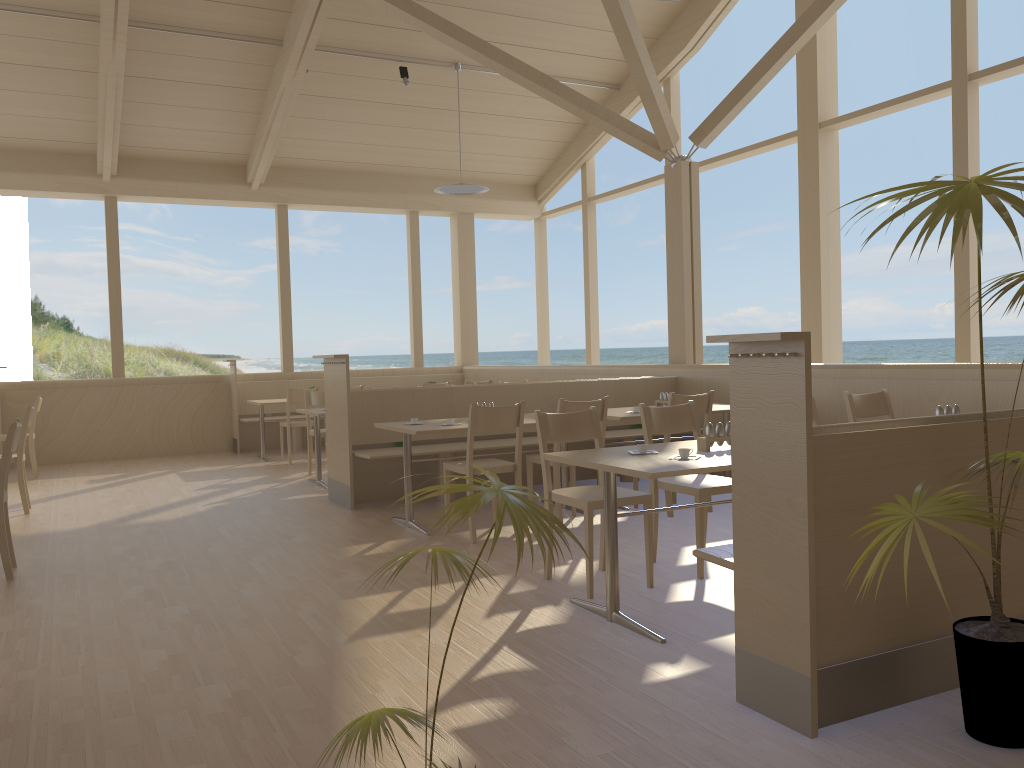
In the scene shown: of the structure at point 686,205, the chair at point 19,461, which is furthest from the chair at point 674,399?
the chair at point 19,461

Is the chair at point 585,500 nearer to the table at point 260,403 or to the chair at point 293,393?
the chair at point 293,393

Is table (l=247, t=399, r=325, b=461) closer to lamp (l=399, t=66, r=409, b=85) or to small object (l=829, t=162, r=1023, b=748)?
lamp (l=399, t=66, r=409, b=85)

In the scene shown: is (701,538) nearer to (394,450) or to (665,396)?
(665,396)

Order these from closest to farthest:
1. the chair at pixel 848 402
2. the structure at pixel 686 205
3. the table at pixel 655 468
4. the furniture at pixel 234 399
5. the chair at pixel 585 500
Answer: the table at pixel 655 468 < the chair at pixel 585 500 < the chair at pixel 848 402 < the structure at pixel 686 205 < the furniture at pixel 234 399

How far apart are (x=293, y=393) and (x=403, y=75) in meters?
3.4

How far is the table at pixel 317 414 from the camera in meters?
7.2

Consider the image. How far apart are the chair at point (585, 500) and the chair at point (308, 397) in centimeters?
Result: 432cm

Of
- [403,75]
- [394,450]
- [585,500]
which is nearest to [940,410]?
[585,500]

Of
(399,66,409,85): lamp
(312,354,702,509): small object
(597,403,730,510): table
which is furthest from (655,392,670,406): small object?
(399,66,409,85): lamp
